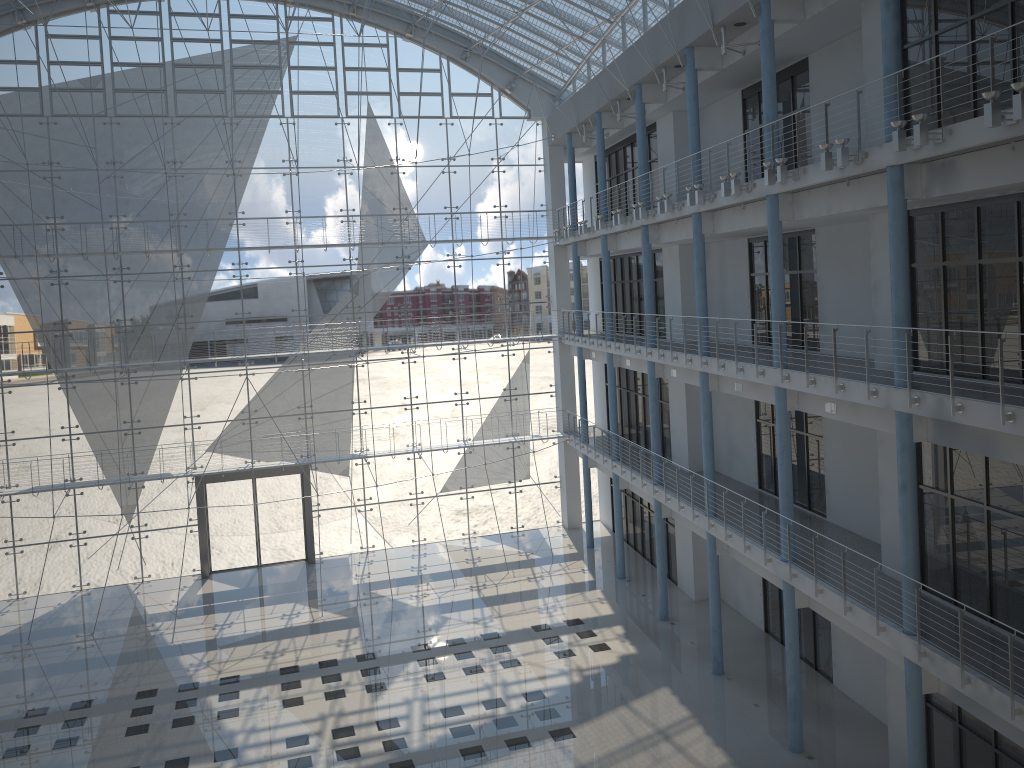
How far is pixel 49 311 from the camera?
4.0m

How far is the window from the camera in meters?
4.0

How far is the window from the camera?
4.0 meters
